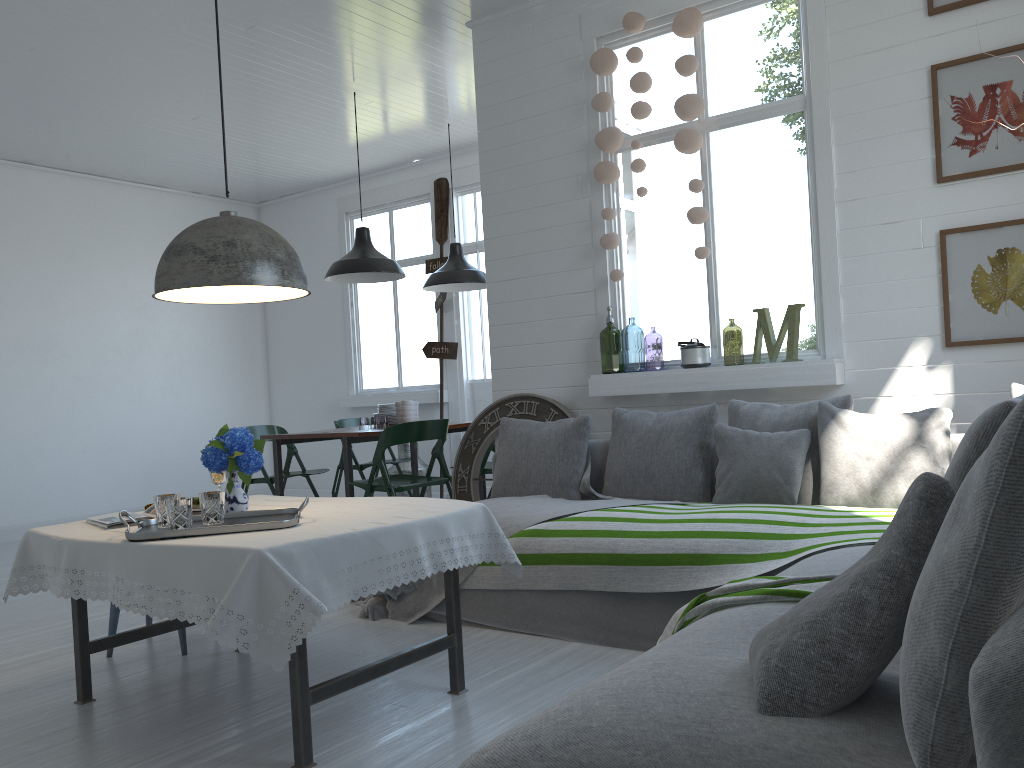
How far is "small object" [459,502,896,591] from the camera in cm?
354

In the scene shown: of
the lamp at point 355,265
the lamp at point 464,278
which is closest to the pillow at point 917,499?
the lamp at point 355,265

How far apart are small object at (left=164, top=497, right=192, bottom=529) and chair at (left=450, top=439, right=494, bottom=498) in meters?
3.8 m

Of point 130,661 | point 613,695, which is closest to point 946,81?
point 613,695

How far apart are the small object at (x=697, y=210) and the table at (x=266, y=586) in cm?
227

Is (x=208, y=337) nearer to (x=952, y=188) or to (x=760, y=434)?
(x=760, y=434)

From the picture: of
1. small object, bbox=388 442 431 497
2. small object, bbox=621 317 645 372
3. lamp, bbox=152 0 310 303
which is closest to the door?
small object, bbox=388 442 431 497

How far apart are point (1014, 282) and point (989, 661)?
3.66m

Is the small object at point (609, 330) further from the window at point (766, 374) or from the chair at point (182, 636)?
the chair at point (182, 636)

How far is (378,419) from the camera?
12.9m
